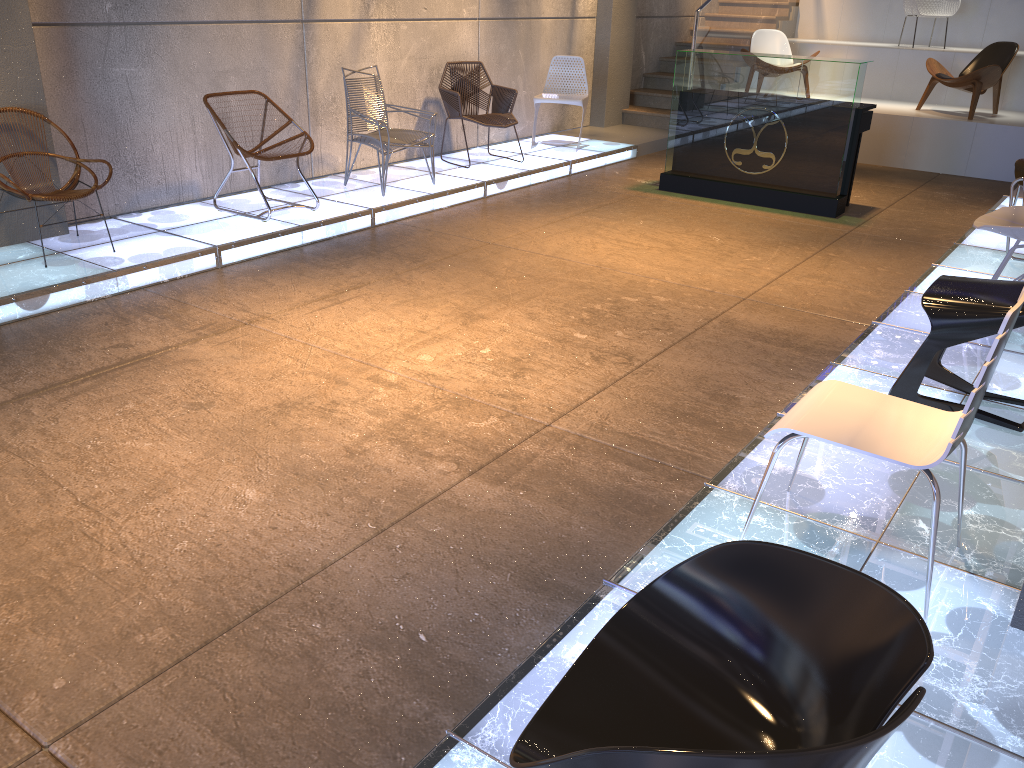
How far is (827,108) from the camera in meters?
7.2 m

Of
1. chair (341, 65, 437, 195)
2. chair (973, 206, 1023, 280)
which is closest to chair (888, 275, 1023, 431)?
chair (973, 206, 1023, 280)

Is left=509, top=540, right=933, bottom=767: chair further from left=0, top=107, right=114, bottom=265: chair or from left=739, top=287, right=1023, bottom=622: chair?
left=0, top=107, right=114, bottom=265: chair

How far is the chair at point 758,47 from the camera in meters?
10.8 m

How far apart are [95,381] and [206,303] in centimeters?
110cm

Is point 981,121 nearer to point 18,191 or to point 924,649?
point 18,191

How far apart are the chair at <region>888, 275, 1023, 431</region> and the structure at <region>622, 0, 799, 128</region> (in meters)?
7.41

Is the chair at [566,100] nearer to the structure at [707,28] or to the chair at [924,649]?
the structure at [707,28]

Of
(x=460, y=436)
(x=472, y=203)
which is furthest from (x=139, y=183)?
(x=460, y=436)

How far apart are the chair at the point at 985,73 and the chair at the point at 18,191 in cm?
846
